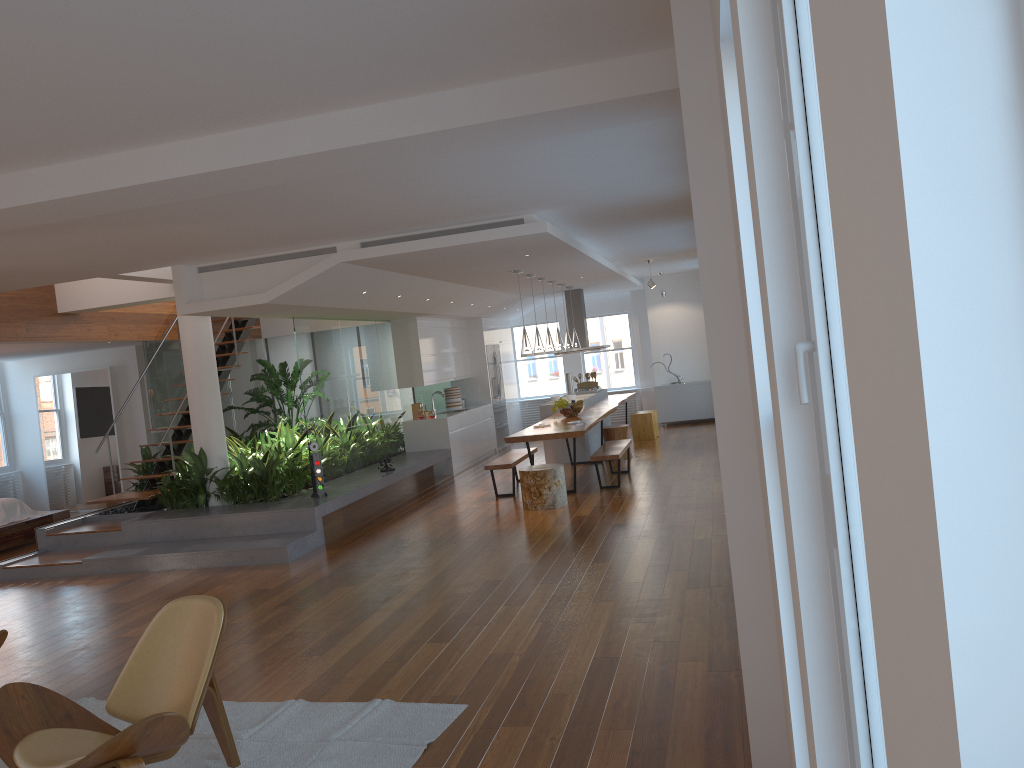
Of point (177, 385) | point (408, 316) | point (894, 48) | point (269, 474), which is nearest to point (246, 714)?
point (894, 48)

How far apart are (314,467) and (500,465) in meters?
2.1 m

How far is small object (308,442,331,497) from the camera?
8.9m

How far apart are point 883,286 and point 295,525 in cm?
831

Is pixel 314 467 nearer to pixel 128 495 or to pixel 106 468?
pixel 128 495

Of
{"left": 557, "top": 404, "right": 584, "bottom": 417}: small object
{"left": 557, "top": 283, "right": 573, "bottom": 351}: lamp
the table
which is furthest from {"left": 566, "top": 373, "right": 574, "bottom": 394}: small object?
{"left": 557, "top": 404, "right": 584, "bottom": 417}: small object

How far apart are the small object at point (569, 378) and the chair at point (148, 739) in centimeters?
1079cm

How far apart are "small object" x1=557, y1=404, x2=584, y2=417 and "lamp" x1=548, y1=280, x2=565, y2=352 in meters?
1.2

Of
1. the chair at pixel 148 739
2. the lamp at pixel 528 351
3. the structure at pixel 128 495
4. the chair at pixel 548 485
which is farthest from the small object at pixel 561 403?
the chair at pixel 148 739

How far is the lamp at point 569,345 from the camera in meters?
12.9 m
